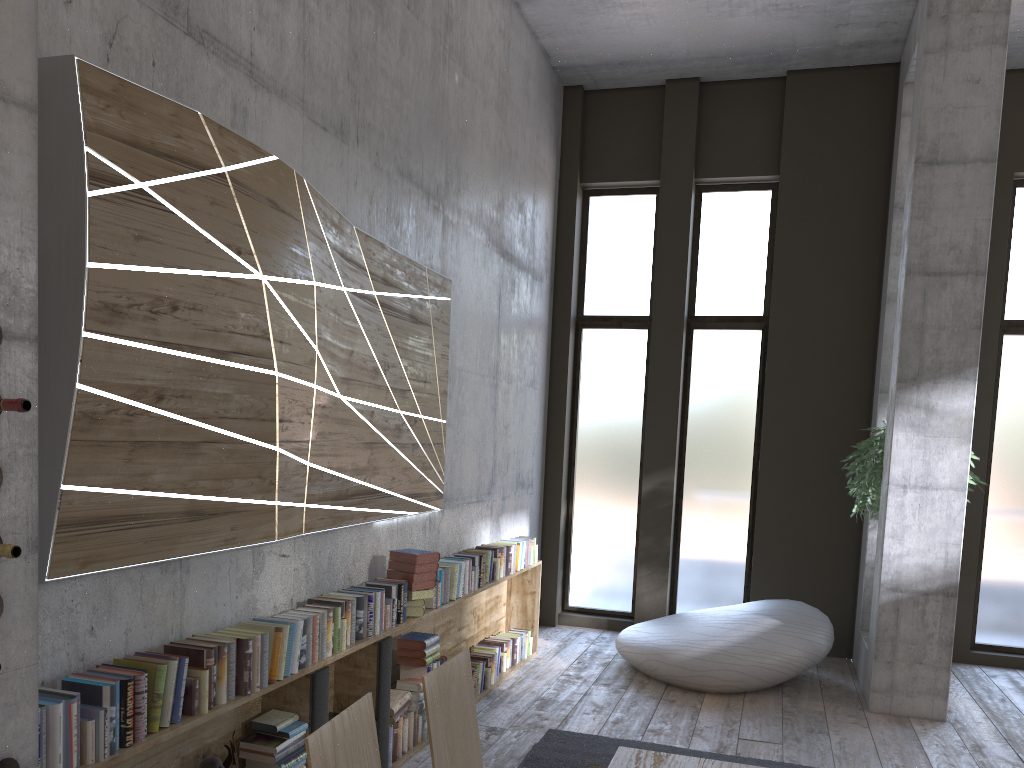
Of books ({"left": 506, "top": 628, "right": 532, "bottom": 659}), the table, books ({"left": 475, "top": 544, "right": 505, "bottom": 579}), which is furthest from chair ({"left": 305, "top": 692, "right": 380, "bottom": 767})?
books ({"left": 506, "top": 628, "right": 532, "bottom": 659})

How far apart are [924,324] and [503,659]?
3.83m

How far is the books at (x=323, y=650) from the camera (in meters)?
3.78

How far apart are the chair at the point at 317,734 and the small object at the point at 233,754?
1.70m

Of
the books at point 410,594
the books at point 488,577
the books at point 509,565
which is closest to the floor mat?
the books at point 410,594

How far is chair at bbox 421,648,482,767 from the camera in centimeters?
224cm

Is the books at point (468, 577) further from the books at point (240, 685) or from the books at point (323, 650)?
the books at point (240, 685)

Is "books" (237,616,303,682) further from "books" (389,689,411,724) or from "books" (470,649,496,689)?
"books" (470,649,496,689)

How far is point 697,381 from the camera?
8.45m

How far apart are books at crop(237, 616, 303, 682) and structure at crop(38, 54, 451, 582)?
0.3 meters
